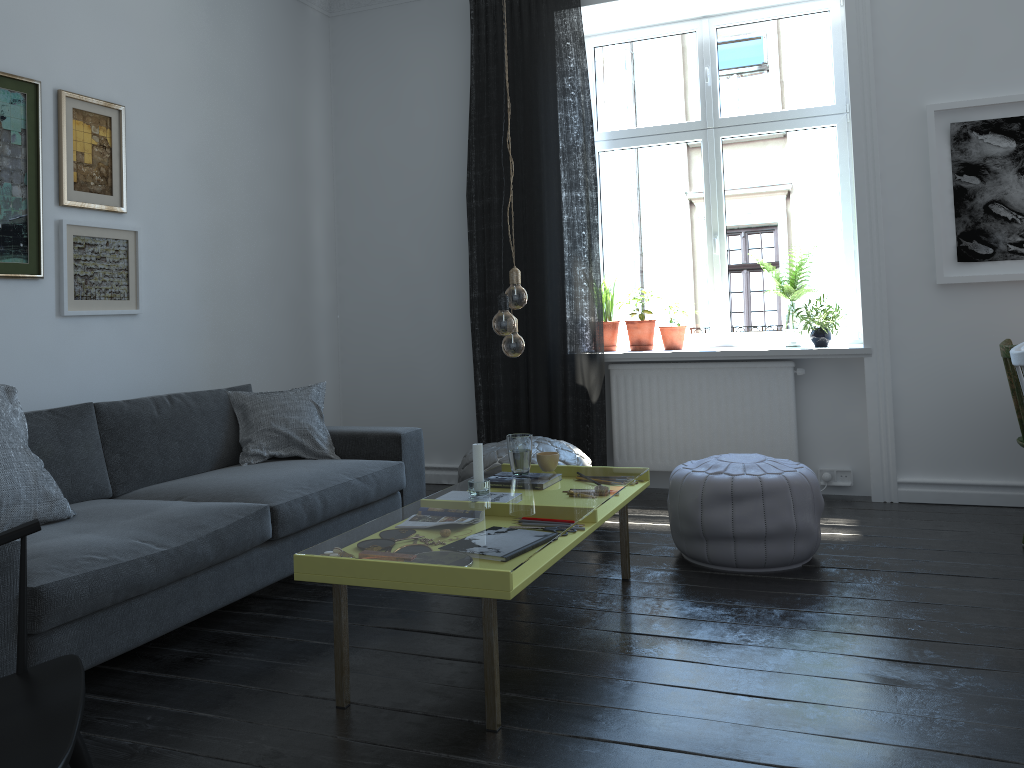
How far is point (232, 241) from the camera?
4.68m

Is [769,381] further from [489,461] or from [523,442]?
[523,442]

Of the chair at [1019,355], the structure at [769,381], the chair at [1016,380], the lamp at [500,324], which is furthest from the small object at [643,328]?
the lamp at [500,324]

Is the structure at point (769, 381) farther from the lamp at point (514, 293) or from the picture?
the lamp at point (514, 293)

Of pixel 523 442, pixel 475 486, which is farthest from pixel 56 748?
pixel 523 442

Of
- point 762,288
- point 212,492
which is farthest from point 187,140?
point 762,288

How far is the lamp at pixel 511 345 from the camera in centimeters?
282cm

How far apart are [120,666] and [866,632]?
2.31m

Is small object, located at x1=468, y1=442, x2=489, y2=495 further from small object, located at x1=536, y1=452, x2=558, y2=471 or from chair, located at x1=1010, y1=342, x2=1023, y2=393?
chair, located at x1=1010, y1=342, x2=1023, y2=393

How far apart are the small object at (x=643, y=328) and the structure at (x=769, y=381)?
0.18m
